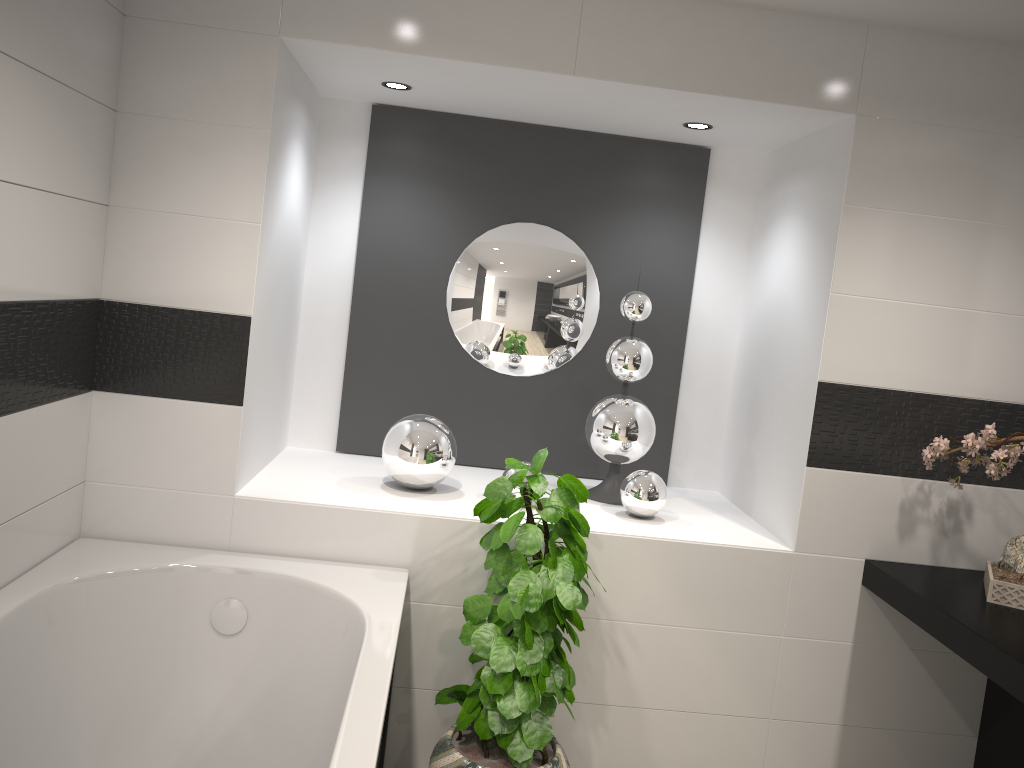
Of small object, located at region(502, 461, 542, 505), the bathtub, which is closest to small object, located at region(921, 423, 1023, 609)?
small object, located at region(502, 461, 542, 505)

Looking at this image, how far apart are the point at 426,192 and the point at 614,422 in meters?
1.2 m

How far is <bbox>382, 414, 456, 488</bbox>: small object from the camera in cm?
299

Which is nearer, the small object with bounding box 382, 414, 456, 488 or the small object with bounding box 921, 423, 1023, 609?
the small object with bounding box 921, 423, 1023, 609

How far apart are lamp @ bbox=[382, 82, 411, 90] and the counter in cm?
224

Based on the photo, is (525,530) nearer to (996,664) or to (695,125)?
(996,664)

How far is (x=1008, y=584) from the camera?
2.5m

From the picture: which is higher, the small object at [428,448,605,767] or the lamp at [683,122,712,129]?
the lamp at [683,122,712,129]

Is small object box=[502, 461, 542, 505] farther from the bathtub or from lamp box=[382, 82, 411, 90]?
lamp box=[382, 82, 411, 90]

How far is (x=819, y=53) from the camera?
2.7m
